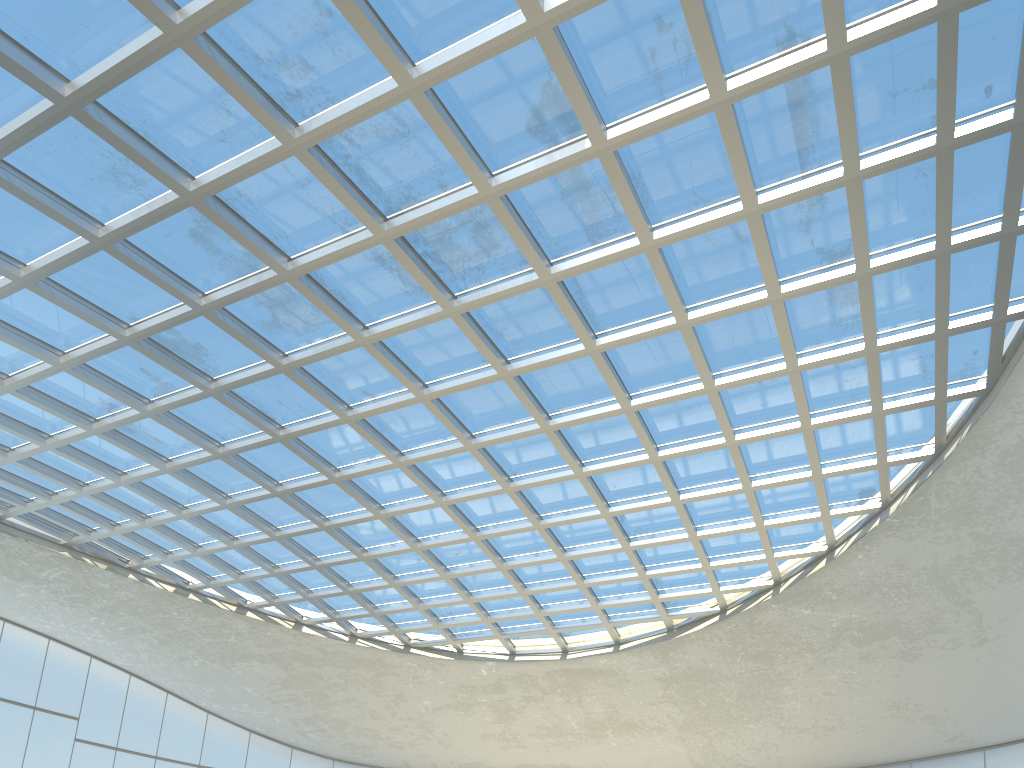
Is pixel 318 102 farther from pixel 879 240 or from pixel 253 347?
pixel 879 240
